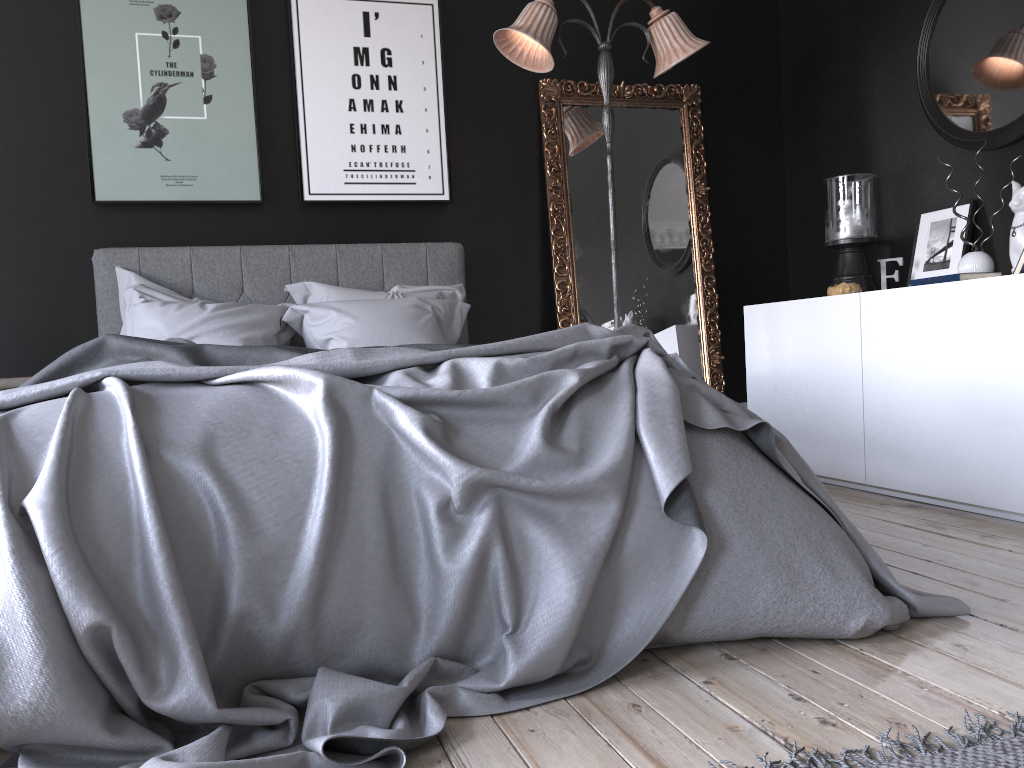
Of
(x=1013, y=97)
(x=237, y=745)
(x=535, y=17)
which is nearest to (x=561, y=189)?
(x=535, y=17)

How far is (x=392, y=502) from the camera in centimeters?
194cm

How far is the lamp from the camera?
4.1 meters

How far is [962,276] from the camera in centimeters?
333cm

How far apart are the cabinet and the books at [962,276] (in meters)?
0.03

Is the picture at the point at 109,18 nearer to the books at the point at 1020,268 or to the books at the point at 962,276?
the books at the point at 962,276

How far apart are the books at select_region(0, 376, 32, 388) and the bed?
0.57m

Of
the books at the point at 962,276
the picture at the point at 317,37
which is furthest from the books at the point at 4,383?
the books at the point at 962,276

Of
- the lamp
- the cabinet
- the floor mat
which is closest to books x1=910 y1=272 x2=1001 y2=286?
the cabinet

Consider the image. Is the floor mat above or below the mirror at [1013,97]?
below
